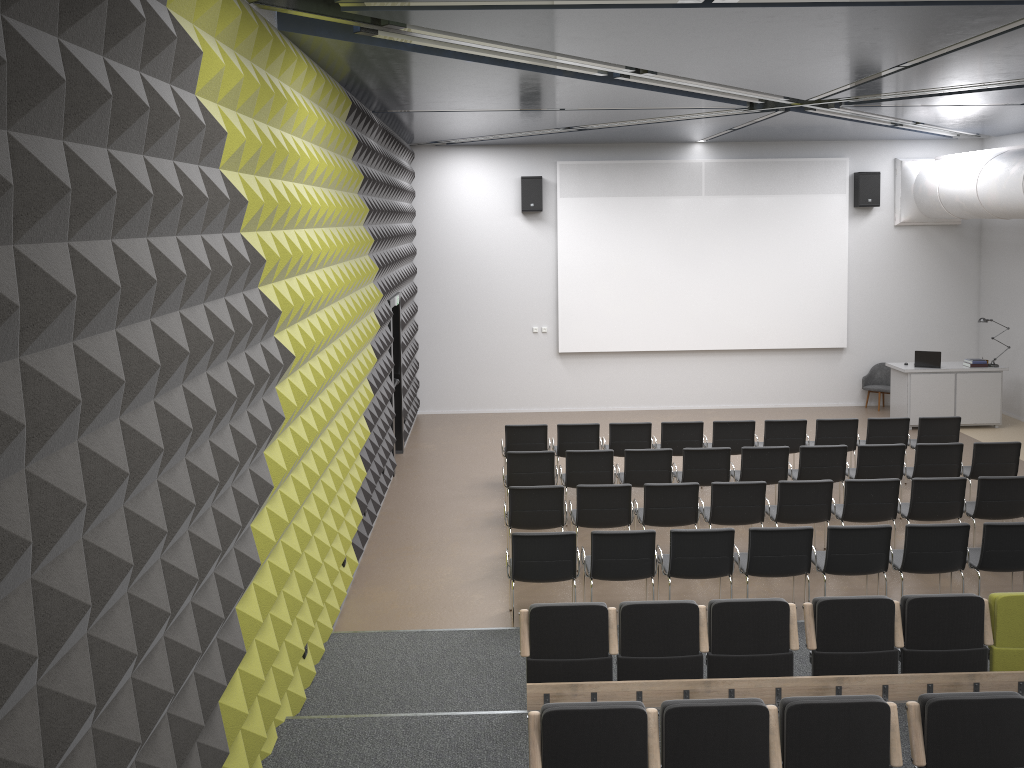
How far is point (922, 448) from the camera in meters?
10.2

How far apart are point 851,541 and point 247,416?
5.3 meters

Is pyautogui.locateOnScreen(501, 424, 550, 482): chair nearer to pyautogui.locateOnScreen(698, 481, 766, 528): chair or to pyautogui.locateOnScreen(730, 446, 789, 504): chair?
pyautogui.locateOnScreen(730, 446, 789, 504): chair

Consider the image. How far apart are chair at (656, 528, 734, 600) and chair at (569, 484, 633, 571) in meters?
0.9 m

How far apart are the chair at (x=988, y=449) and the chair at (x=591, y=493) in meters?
4.4

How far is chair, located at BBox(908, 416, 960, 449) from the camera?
11.51m

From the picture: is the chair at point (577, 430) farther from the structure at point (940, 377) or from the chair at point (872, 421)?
the structure at point (940, 377)

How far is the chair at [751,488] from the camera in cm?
891

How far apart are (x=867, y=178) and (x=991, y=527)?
9.38m

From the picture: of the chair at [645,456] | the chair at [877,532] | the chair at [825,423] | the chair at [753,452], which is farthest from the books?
the chair at [877,532]
